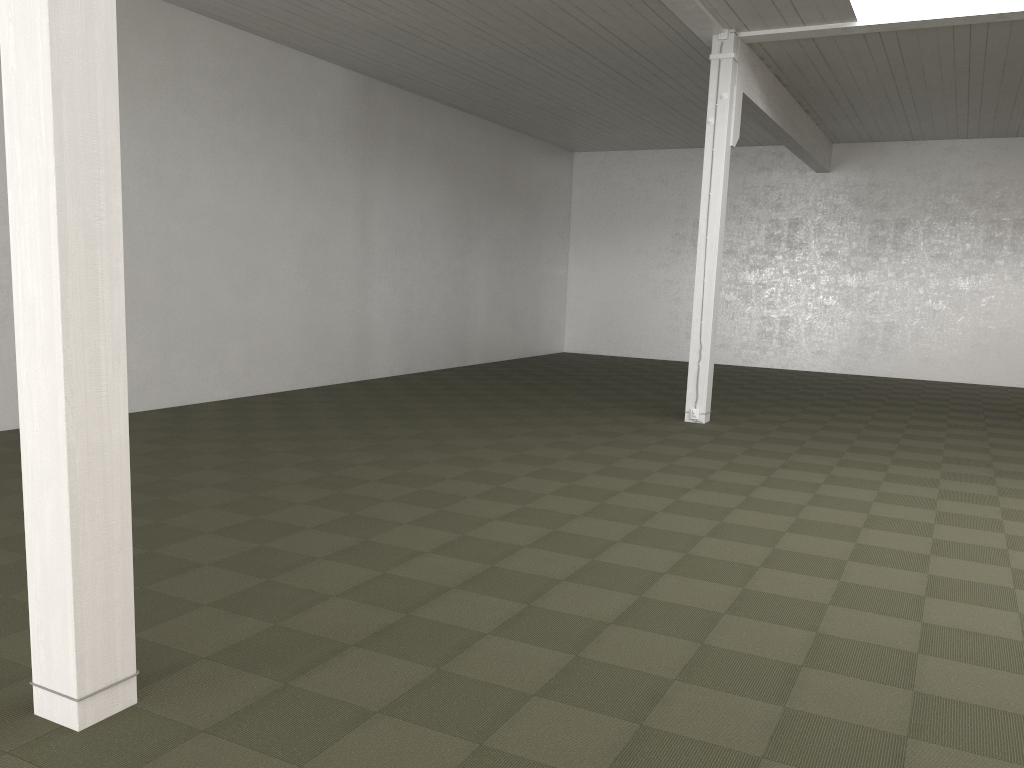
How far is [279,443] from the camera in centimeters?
851cm
